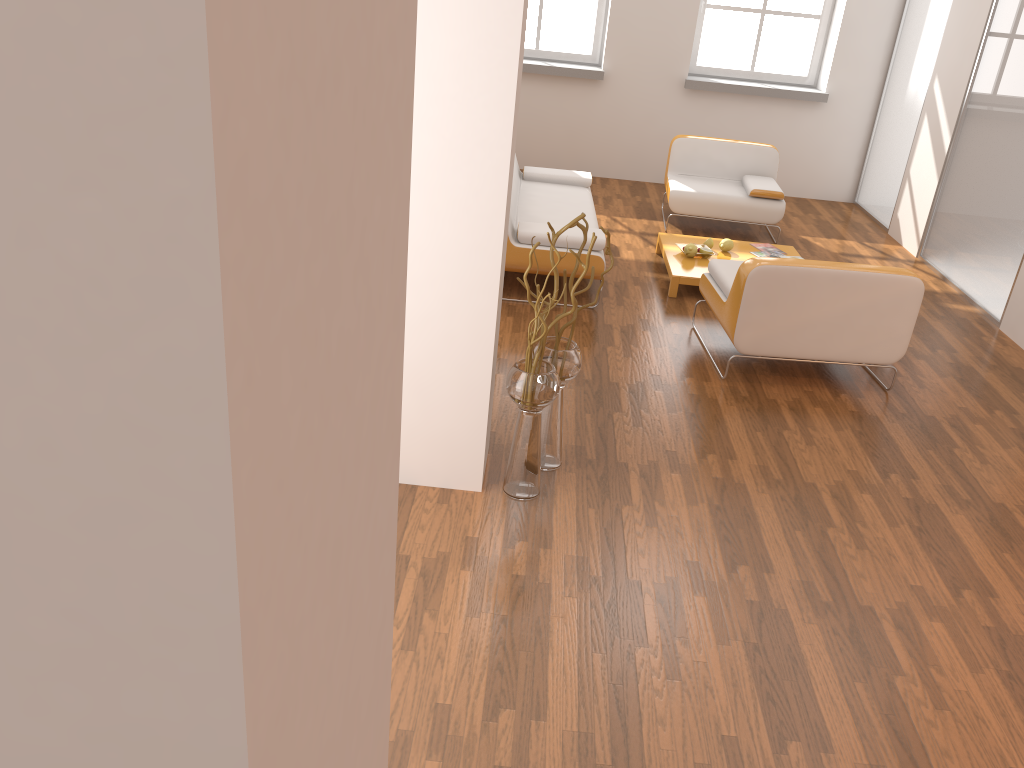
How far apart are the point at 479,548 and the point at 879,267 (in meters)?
2.61

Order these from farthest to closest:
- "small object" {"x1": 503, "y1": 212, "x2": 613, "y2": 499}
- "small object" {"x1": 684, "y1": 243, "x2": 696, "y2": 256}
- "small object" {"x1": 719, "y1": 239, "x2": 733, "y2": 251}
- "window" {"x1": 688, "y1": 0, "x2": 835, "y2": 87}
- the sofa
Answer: "window" {"x1": 688, "y1": 0, "x2": 835, "y2": 87}, "small object" {"x1": 719, "y1": 239, "x2": 733, "y2": 251}, "small object" {"x1": 684, "y1": 243, "x2": 696, "y2": 256}, the sofa, "small object" {"x1": 503, "y1": 212, "x2": 613, "y2": 499}

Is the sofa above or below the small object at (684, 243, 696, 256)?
above

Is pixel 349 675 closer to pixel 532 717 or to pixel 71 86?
pixel 71 86

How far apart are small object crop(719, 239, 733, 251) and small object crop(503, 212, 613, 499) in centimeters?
302cm

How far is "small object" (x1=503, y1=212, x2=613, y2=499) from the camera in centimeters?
323cm

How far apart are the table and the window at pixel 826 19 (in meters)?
2.96

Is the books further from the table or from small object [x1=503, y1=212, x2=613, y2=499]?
small object [x1=503, y1=212, x2=613, y2=499]

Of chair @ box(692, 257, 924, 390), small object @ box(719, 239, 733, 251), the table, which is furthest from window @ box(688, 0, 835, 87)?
chair @ box(692, 257, 924, 390)

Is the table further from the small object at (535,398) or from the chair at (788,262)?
the small object at (535,398)
